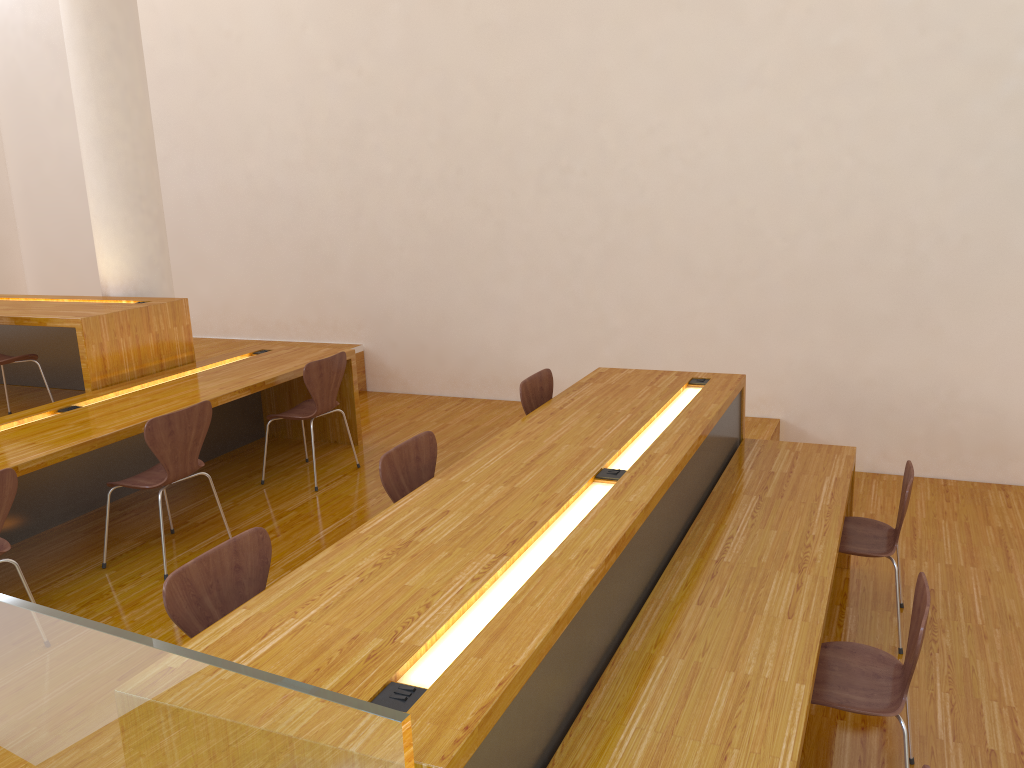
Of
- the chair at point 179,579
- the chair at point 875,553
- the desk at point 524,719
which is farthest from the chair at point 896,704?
the chair at point 179,579

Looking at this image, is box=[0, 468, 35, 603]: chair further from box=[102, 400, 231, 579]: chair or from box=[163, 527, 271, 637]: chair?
box=[163, 527, 271, 637]: chair

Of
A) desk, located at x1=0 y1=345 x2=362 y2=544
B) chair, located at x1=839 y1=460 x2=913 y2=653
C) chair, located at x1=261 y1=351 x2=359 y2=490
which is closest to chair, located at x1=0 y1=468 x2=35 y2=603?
desk, located at x1=0 y1=345 x2=362 y2=544

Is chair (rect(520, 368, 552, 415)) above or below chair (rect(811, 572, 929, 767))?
above

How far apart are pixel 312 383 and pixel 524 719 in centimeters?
307cm

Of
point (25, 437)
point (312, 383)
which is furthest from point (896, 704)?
point (25, 437)

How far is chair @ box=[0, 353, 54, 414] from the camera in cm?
468

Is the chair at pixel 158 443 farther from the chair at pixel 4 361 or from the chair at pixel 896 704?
the chair at pixel 896 704

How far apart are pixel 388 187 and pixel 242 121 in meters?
1.4

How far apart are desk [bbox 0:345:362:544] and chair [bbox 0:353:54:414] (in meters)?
0.56
